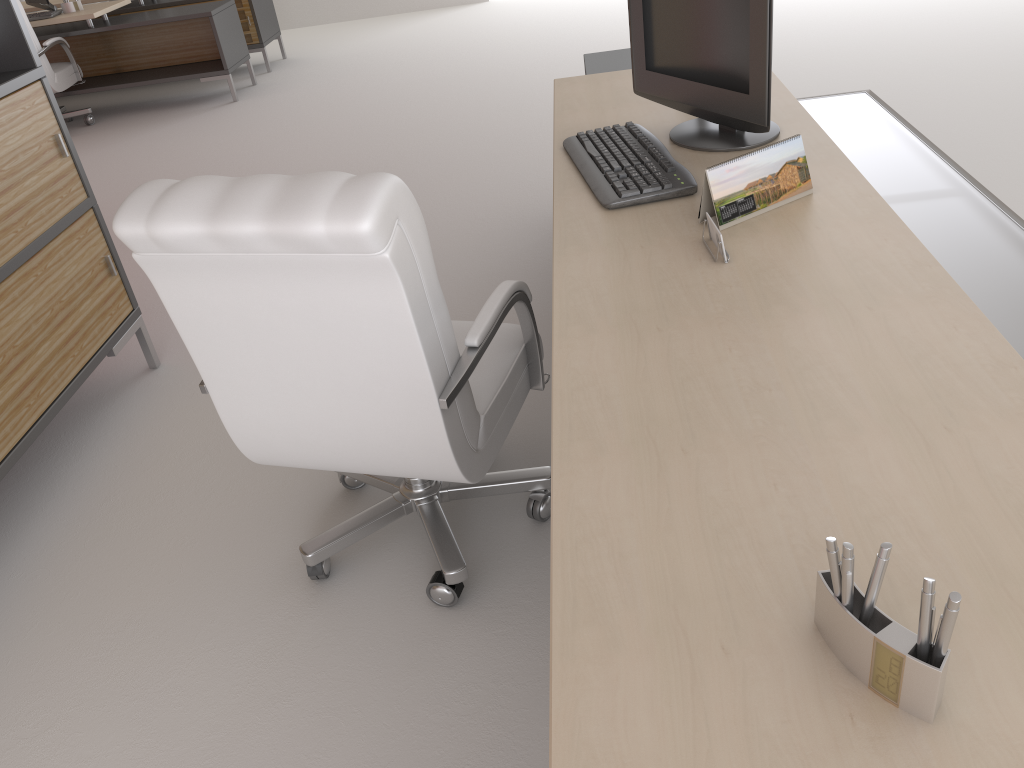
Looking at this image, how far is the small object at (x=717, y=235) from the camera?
2.6 meters

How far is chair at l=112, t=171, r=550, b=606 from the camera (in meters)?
2.32

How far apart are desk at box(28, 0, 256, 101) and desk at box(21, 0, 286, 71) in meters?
0.8 m

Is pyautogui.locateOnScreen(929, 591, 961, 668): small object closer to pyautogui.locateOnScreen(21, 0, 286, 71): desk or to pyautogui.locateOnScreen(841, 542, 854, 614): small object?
pyautogui.locateOnScreen(841, 542, 854, 614): small object

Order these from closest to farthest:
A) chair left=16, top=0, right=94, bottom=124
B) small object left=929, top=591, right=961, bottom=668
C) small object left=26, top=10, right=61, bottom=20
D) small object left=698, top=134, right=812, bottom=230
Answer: small object left=929, top=591, right=961, bottom=668 < small object left=698, top=134, right=812, bottom=230 < chair left=16, top=0, right=94, bottom=124 < small object left=26, top=10, right=61, bottom=20

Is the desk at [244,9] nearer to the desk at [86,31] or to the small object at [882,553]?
the desk at [86,31]

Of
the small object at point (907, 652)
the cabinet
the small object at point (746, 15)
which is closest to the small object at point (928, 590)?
the small object at point (907, 652)

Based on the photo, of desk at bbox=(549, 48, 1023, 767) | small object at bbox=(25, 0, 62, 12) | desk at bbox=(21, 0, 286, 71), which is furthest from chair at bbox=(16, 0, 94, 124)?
desk at bbox=(549, 48, 1023, 767)

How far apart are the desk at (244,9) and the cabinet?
8.22m

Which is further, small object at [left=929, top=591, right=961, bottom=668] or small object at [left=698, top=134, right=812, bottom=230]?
small object at [left=698, top=134, right=812, bottom=230]
